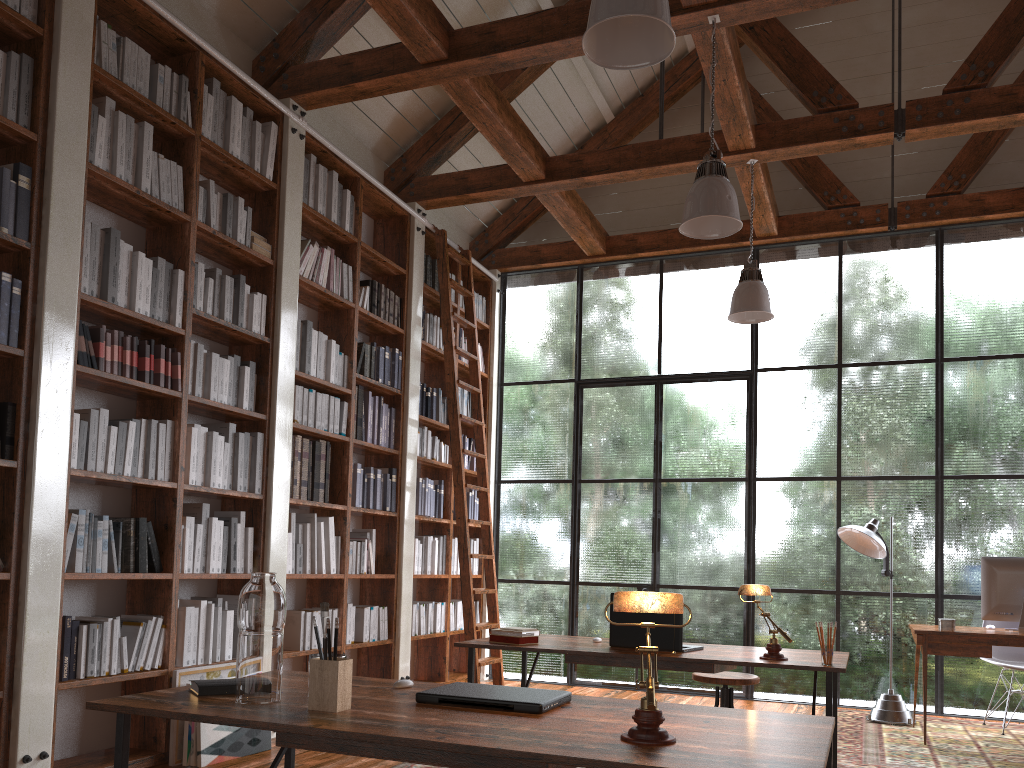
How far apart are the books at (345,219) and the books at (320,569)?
1.94m

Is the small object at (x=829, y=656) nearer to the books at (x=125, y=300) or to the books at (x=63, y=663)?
the books at (x=63, y=663)

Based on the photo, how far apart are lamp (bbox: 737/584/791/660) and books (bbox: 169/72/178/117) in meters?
3.5 m

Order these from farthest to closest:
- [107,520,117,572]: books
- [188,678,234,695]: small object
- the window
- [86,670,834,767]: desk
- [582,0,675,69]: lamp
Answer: the window < [107,520,117,572]: books < [582,0,675,69]: lamp < [188,678,234,695]: small object < [86,670,834,767]: desk

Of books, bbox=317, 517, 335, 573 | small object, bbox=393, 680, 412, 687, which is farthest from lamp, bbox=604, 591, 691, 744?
books, bbox=317, 517, 335, 573

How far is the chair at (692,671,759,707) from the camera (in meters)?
3.88

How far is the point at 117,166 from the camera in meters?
4.0 m

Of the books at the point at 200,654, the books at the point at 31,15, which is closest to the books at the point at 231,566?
the books at the point at 200,654

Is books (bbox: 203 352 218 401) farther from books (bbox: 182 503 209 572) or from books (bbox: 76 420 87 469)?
books (bbox: 76 420 87 469)

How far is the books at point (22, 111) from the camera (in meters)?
3.59
